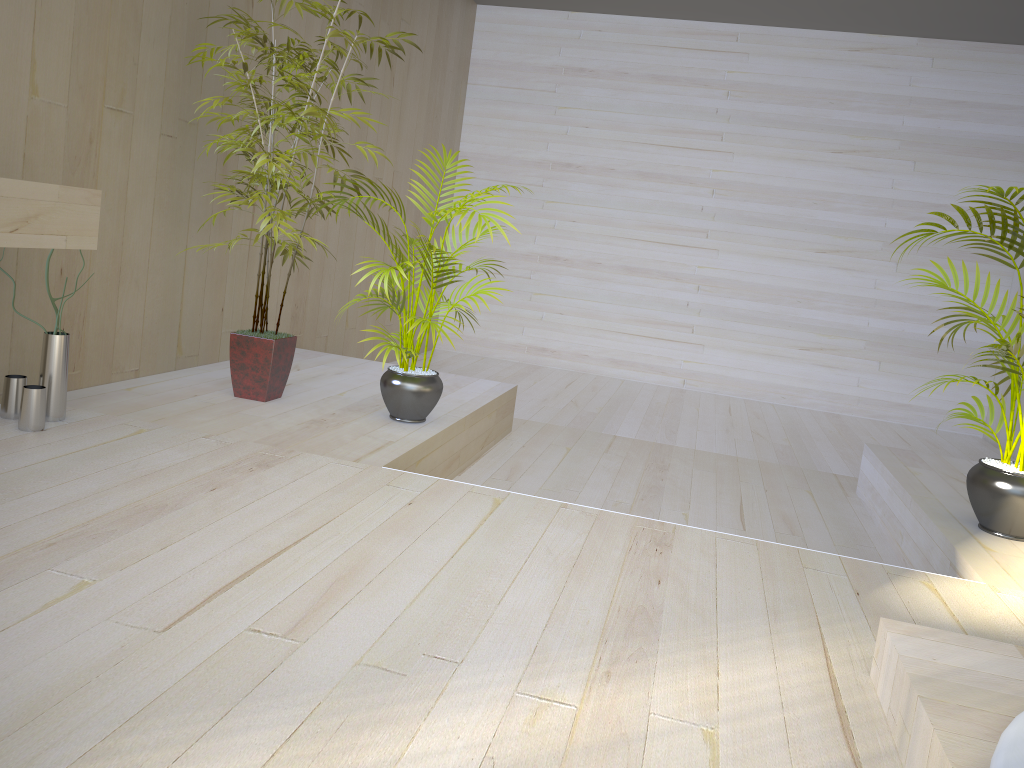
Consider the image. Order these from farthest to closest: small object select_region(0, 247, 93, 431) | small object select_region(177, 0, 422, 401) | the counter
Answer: small object select_region(177, 0, 422, 401), small object select_region(0, 247, 93, 431), the counter

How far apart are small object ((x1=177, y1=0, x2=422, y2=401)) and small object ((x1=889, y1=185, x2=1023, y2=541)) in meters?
2.2

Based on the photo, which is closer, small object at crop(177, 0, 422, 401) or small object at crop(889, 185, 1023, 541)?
small object at crop(889, 185, 1023, 541)

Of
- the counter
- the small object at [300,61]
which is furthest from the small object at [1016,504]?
the counter

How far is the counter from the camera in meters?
2.3

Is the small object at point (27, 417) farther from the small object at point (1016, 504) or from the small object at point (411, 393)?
the small object at point (1016, 504)

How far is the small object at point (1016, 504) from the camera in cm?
298

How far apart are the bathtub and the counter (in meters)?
2.27

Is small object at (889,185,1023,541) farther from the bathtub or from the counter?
the counter

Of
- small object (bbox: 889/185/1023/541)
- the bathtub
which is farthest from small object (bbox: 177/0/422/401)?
the bathtub
